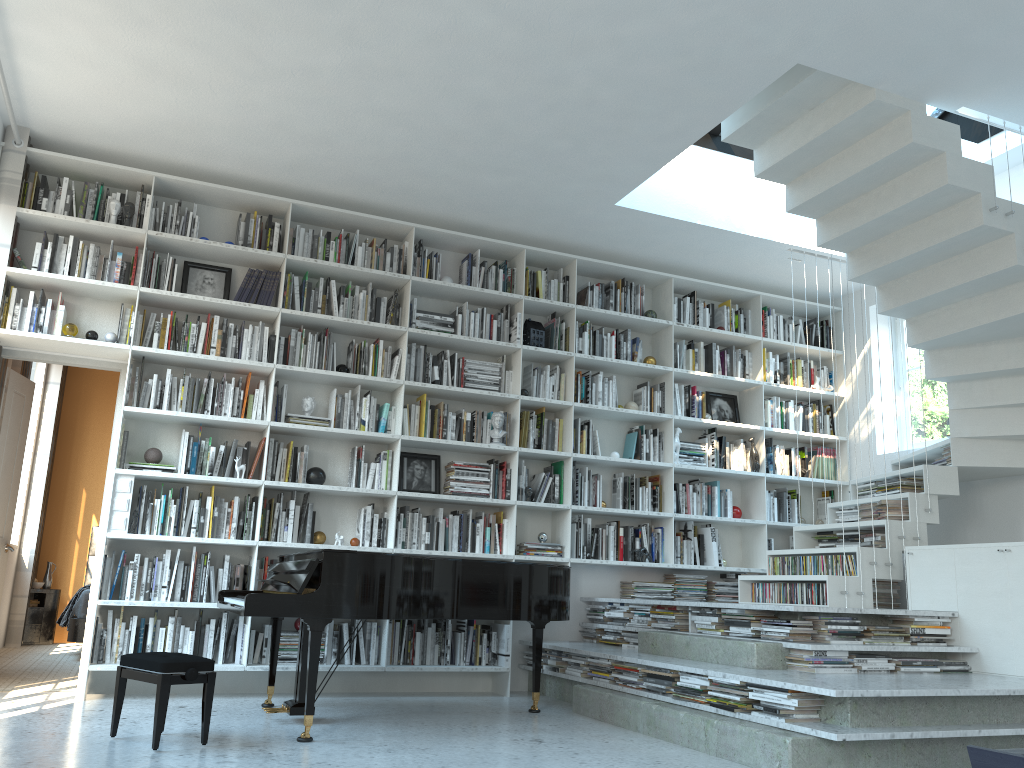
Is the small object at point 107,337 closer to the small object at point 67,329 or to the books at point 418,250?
the small object at point 67,329

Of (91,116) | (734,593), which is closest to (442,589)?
(734,593)

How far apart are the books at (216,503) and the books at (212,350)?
0.92m

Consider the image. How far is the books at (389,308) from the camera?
6.12m

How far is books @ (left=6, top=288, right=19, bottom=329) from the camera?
5.2m

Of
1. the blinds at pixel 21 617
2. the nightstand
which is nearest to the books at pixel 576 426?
the blinds at pixel 21 617

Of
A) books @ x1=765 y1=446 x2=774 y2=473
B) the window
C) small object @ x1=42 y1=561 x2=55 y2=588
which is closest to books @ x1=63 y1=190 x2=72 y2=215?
small object @ x1=42 y1=561 x2=55 y2=588

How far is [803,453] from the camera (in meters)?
7.26

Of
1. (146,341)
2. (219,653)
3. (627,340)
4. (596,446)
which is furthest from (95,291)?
(627,340)

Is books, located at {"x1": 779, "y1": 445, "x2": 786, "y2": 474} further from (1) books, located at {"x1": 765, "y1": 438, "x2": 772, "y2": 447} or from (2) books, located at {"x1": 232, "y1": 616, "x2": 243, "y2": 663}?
(2) books, located at {"x1": 232, "y1": 616, "x2": 243, "y2": 663}
